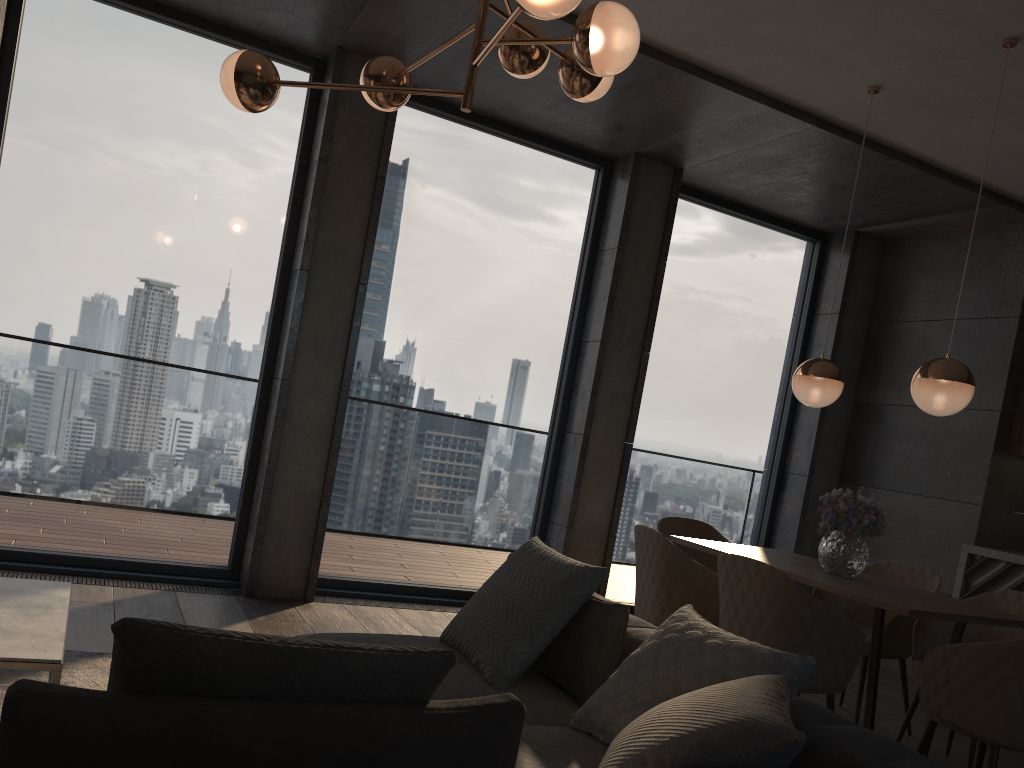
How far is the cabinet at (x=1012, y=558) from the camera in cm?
513

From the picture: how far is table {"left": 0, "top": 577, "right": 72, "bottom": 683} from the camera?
2.33m

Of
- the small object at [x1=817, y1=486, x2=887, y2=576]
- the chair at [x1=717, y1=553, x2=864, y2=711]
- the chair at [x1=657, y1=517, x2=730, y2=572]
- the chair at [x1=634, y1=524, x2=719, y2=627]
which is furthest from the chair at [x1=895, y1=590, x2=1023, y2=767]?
the chair at [x1=657, y1=517, x2=730, y2=572]

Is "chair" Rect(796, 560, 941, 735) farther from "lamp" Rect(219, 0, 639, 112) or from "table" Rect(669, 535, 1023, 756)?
"lamp" Rect(219, 0, 639, 112)

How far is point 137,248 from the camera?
4.7 meters

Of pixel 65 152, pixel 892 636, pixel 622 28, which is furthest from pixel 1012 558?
pixel 65 152

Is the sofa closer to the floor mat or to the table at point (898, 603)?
the floor mat

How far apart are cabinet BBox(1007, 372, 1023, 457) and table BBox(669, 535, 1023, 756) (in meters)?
2.04

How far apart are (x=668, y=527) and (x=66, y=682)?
3.1 meters

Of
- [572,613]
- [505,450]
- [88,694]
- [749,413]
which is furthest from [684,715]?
[749,413]
